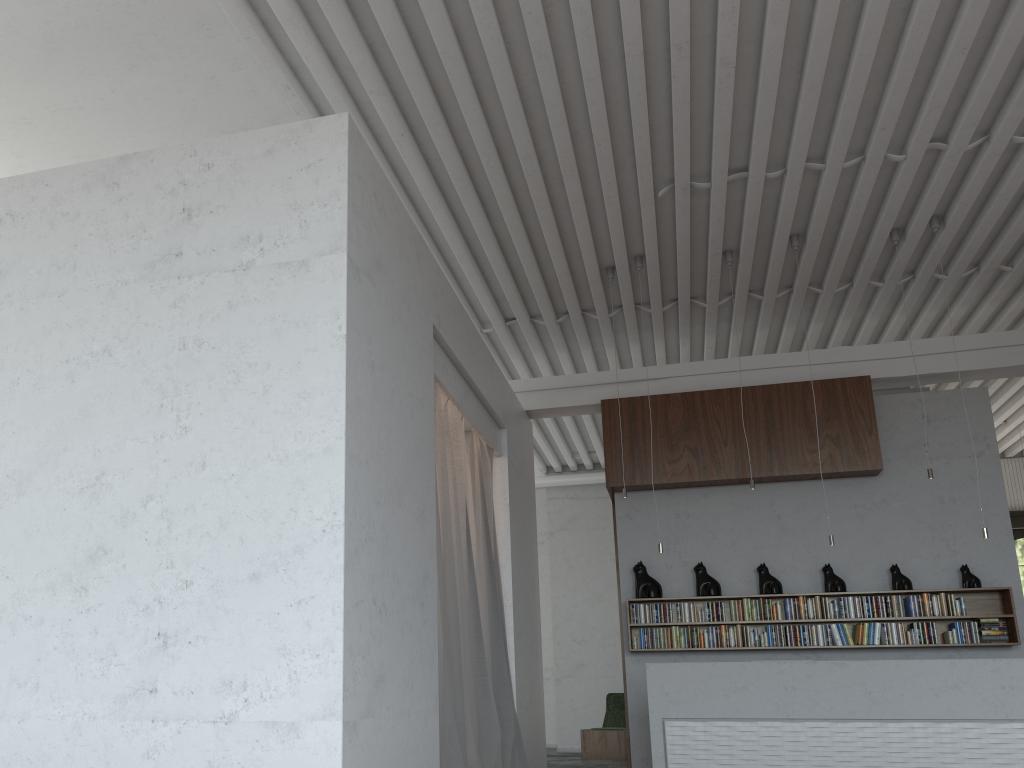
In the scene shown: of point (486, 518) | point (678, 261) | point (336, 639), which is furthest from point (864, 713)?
point (336, 639)

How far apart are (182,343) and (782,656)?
6.4m
